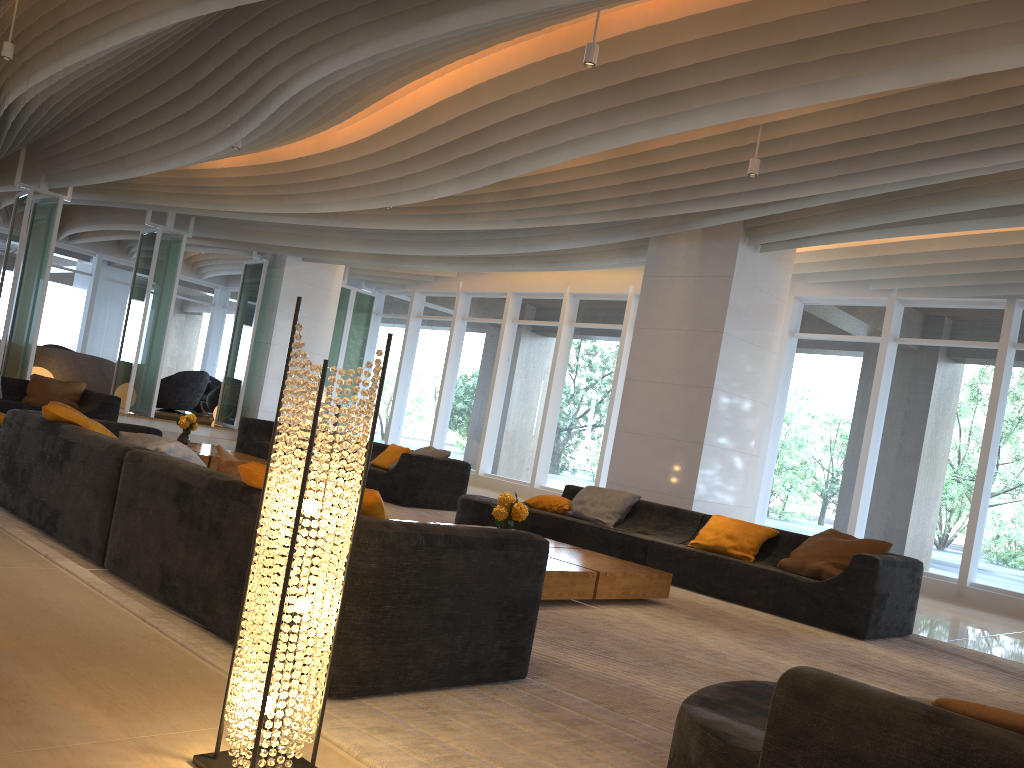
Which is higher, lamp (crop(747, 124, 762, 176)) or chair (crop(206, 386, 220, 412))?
lamp (crop(747, 124, 762, 176))

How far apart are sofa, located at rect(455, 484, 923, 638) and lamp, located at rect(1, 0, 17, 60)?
5.7m

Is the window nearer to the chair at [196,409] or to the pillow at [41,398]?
the chair at [196,409]

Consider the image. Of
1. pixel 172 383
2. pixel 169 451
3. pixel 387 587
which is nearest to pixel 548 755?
pixel 387 587

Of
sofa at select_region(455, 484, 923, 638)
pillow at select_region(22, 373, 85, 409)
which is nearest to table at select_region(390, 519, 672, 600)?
sofa at select_region(455, 484, 923, 638)

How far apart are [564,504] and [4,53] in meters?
6.5 m

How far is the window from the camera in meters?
10.4

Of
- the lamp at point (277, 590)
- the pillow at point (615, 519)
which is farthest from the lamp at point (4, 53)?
the lamp at point (277, 590)

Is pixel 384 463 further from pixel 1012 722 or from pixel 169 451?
pixel 1012 722

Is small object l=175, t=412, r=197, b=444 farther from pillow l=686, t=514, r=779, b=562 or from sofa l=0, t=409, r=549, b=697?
pillow l=686, t=514, r=779, b=562
